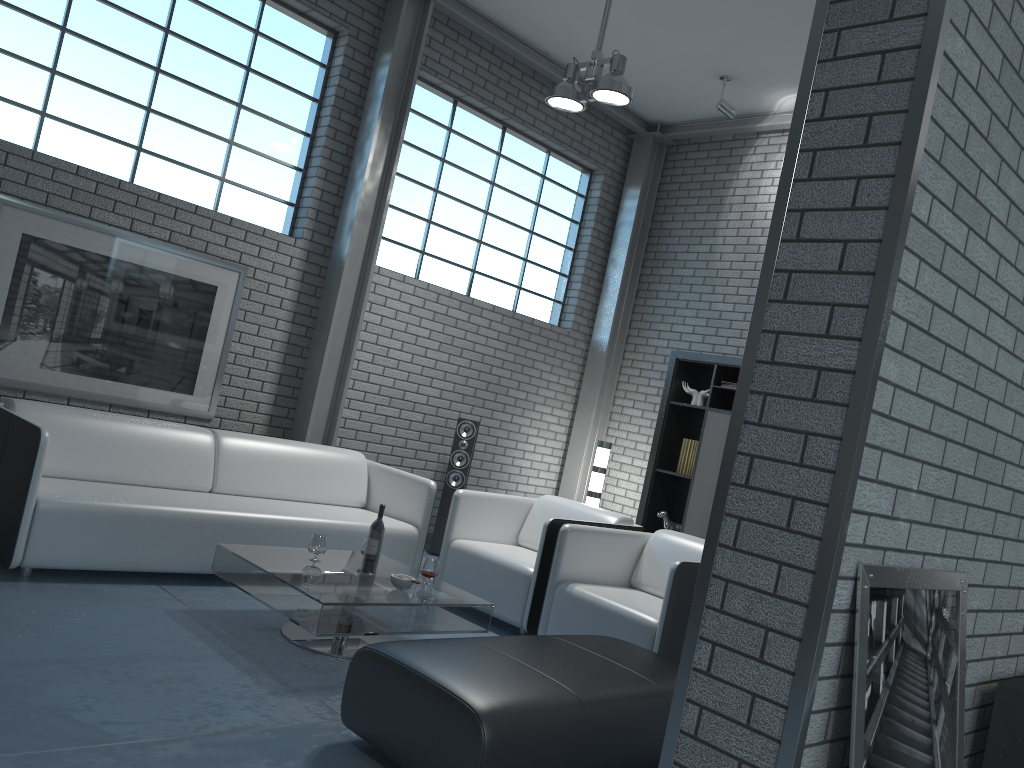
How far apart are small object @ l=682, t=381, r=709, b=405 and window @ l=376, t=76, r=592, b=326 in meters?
1.6 m

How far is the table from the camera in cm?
343

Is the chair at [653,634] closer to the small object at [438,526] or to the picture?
the small object at [438,526]

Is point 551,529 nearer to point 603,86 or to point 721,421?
point 721,421

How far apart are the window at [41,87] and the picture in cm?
41

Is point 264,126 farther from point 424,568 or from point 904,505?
point 904,505

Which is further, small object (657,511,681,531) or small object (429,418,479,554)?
small object (657,511,681,531)

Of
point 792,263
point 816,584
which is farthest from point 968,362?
point 816,584

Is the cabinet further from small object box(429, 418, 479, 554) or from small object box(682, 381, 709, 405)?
small object box(429, 418, 479, 554)

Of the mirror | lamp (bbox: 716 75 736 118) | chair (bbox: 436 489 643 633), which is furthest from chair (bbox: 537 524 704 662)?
lamp (bbox: 716 75 736 118)
